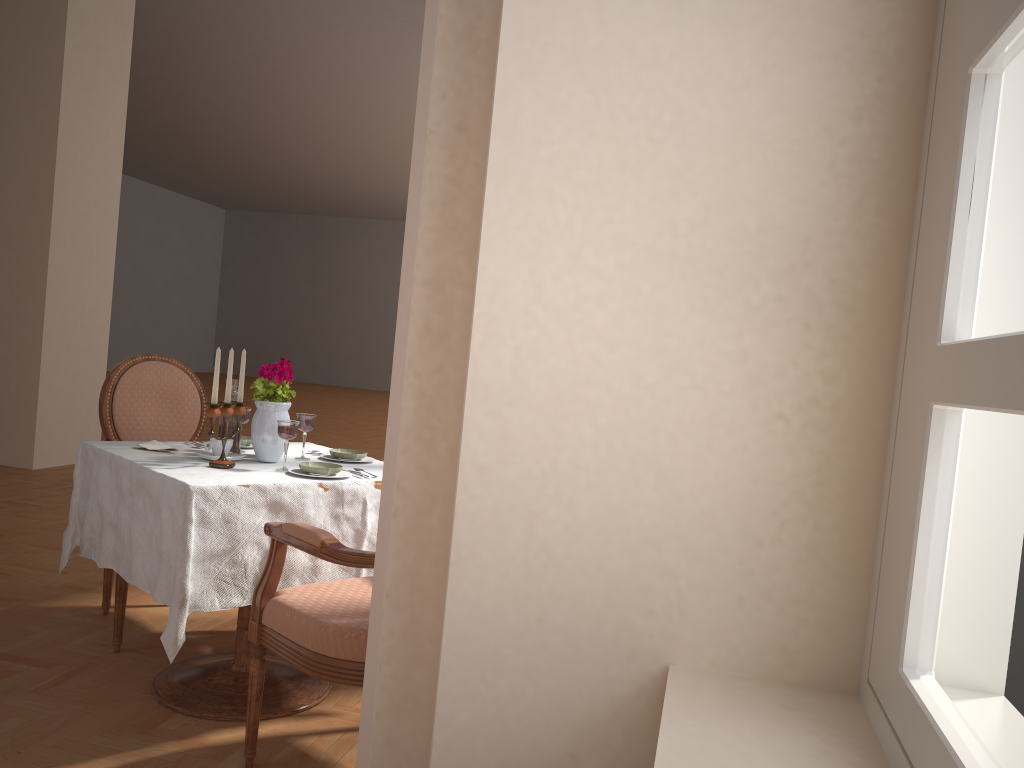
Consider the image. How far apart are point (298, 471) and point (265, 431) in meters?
0.2

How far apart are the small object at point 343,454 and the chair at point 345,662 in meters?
0.5 m

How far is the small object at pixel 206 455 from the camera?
2.4m

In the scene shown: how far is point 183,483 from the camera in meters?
2.1

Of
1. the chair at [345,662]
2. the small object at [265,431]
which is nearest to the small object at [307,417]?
the small object at [265,431]

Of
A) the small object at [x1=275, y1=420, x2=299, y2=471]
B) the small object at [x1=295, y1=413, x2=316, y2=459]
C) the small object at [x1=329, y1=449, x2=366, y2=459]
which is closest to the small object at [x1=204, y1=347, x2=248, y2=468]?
the small object at [x1=275, y1=420, x2=299, y2=471]

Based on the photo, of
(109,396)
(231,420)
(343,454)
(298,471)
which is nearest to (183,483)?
(298,471)

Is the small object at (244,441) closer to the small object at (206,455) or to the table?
the table

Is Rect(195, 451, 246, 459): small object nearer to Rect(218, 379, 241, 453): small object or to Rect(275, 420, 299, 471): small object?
Rect(218, 379, 241, 453): small object

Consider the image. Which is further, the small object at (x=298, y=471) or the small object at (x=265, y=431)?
the small object at (x=265, y=431)
